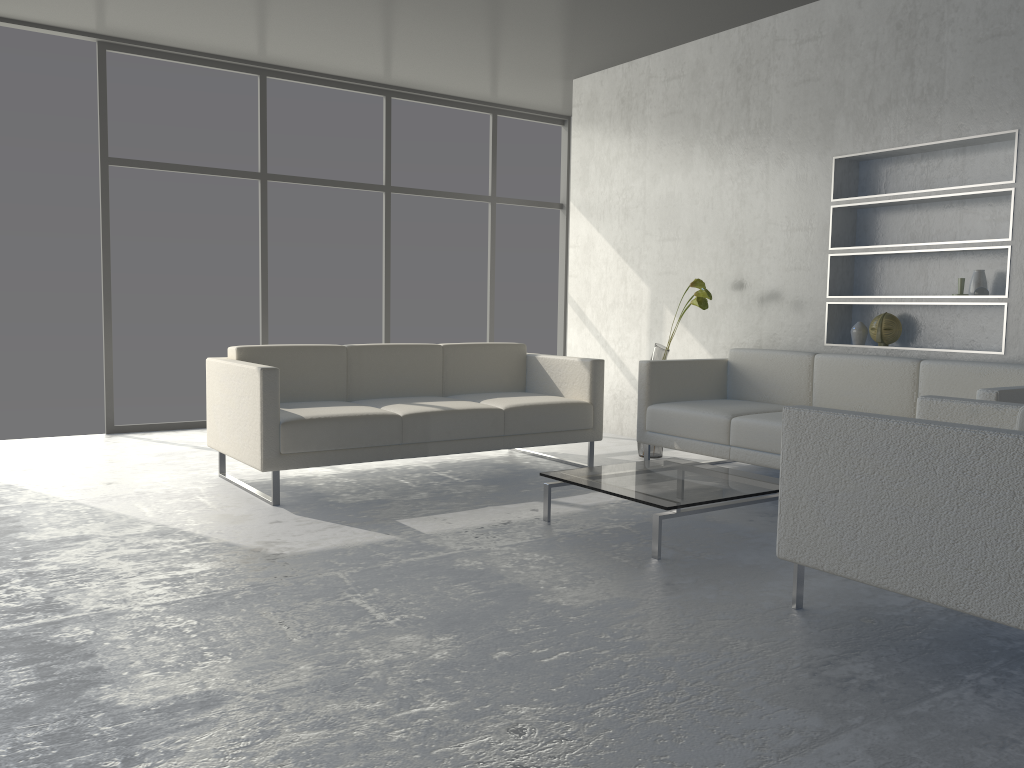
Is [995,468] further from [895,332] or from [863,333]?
[863,333]

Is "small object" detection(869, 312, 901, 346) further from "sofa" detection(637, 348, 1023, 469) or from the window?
the window

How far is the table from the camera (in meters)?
3.15

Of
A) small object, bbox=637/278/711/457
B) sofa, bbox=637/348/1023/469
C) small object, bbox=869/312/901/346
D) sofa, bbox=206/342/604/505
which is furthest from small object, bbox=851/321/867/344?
sofa, bbox=206/342/604/505

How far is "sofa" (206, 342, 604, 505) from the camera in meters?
3.8

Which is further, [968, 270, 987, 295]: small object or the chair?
[968, 270, 987, 295]: small object

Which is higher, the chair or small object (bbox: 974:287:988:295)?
small object (bbox: 974:287:988:295)

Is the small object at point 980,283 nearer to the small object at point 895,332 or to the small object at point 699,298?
the small object at point 895,332

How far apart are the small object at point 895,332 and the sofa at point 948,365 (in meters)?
0.30

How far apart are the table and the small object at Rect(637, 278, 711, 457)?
1.2 meters
